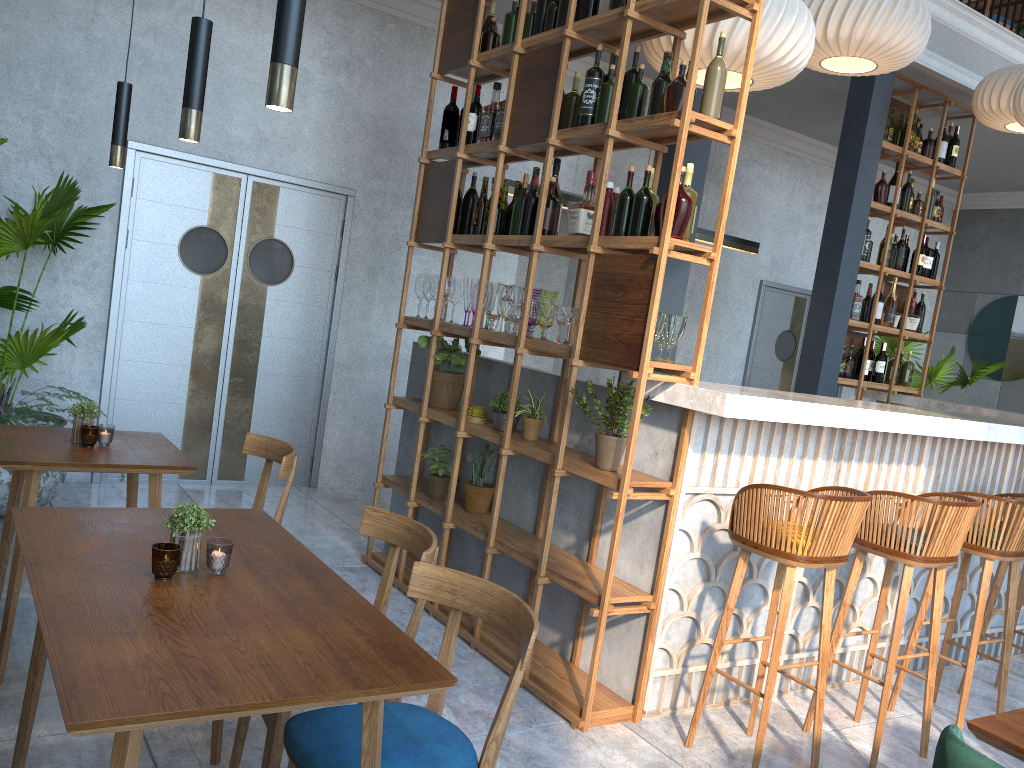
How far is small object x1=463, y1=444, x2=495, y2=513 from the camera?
4.1 meters

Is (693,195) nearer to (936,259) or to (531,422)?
(531,422)

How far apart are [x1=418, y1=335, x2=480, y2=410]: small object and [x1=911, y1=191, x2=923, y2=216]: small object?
4.2 meters

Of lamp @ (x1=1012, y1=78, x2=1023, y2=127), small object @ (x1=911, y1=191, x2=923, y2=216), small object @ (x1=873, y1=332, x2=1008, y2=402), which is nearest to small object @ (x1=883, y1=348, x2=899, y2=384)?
small object @ (x1=911, y1=191, x2=923, y2=216)

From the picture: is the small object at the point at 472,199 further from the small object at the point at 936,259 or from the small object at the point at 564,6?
the small object at the point at 936,259

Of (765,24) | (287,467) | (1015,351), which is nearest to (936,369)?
(1015,351)

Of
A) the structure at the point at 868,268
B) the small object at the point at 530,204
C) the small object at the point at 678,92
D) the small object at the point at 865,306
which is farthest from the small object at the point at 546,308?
the small object at the point at 865,306

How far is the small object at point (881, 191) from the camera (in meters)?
6.43

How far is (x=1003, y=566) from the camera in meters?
4.0 m

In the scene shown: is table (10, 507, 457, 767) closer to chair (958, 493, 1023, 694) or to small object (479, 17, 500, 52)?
small object (479, 17, 500, 52)
